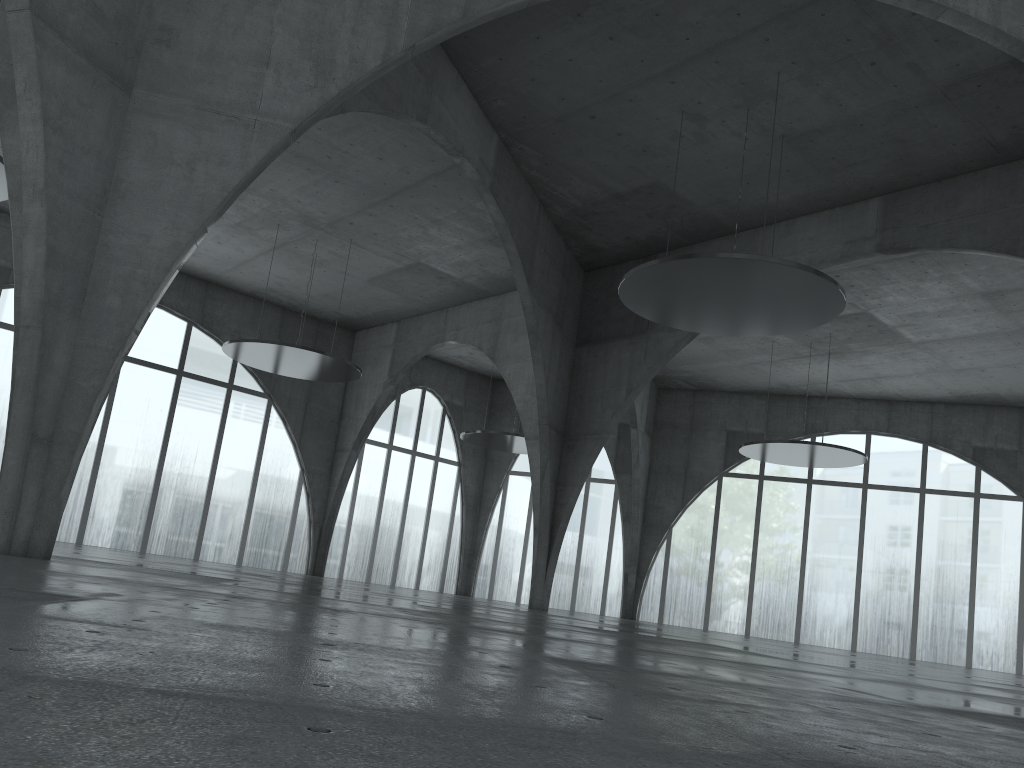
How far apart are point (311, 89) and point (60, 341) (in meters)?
9.67
